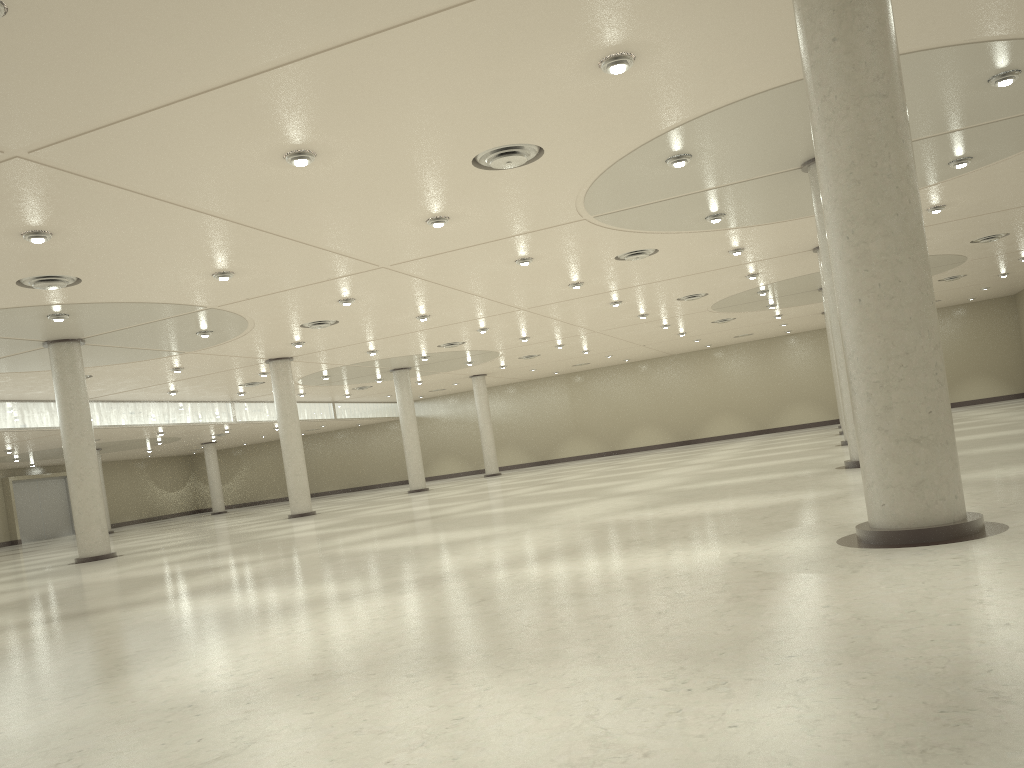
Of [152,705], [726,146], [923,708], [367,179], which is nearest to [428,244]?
[367,179]
